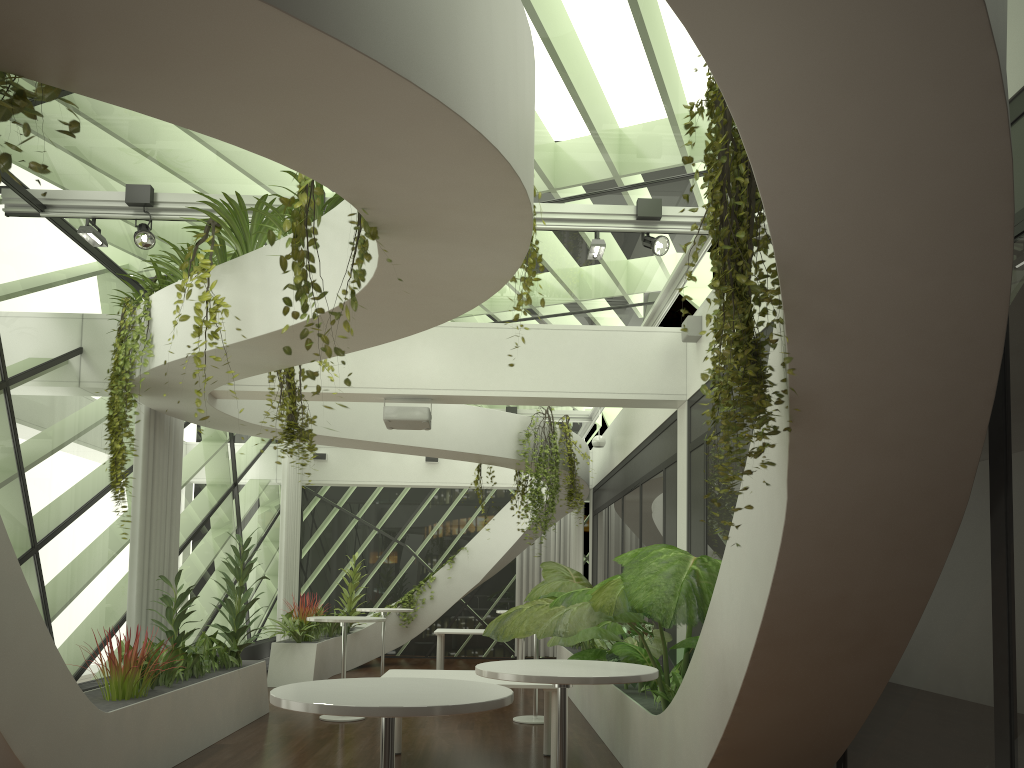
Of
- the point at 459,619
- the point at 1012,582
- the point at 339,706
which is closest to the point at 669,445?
the point at 1012,582

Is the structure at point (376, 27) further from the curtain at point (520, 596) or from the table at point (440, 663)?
the table at point (440, 663)

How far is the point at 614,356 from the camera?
8.4m

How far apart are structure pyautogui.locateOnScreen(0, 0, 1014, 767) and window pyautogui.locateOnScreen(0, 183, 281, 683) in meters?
0.6 m

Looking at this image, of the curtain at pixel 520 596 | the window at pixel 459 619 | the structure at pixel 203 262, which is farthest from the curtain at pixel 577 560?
the structure at pixel 203 262

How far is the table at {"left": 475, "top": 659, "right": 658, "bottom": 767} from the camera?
3.6m

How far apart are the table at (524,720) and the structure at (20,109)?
6.5m

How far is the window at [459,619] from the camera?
17.0 meters

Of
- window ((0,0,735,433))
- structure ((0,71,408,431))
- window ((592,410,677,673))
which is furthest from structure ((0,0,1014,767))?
window ((0,0,735,433))

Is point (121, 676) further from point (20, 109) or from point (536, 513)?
point (536, 513)
